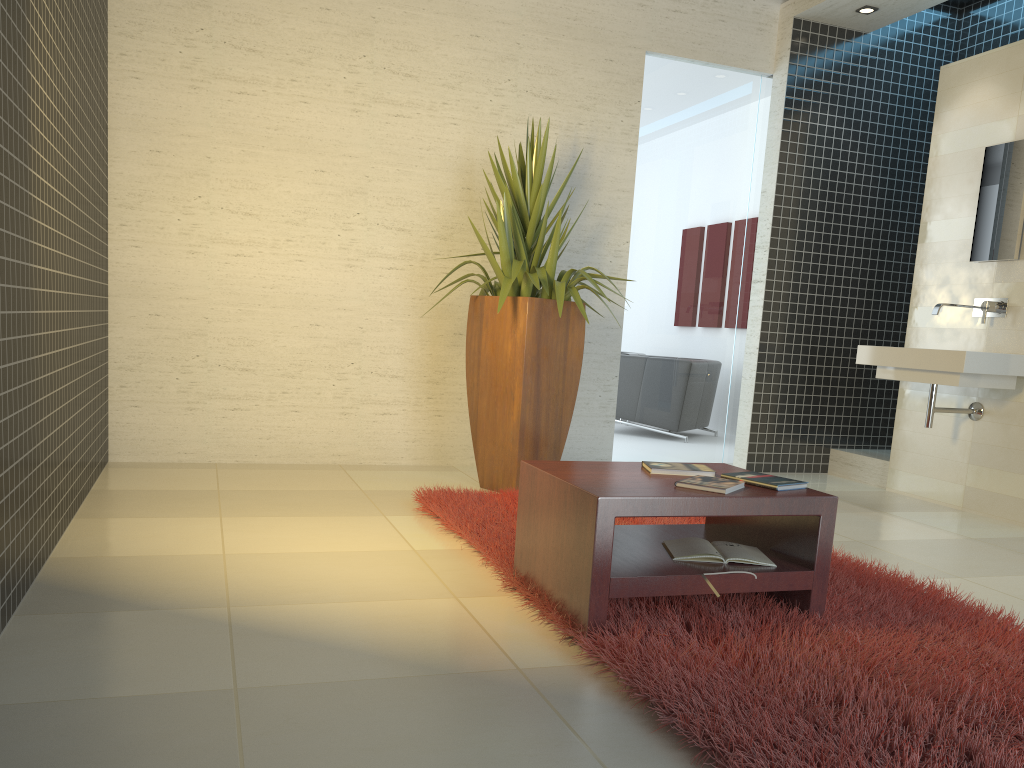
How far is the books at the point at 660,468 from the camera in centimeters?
302cm

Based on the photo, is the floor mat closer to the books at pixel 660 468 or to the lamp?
the books at pixel 660 468

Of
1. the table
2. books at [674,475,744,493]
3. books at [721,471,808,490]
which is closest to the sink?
the table

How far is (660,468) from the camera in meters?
3.0 m

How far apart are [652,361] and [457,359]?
1.5m

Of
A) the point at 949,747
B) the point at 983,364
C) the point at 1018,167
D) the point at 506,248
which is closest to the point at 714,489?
the point at 949,747

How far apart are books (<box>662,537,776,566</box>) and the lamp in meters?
4.5 m

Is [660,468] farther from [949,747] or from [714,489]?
[949,747]

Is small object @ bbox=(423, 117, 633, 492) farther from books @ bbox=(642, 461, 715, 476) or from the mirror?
the mirror

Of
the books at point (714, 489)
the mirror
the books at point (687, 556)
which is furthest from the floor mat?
the mirror
